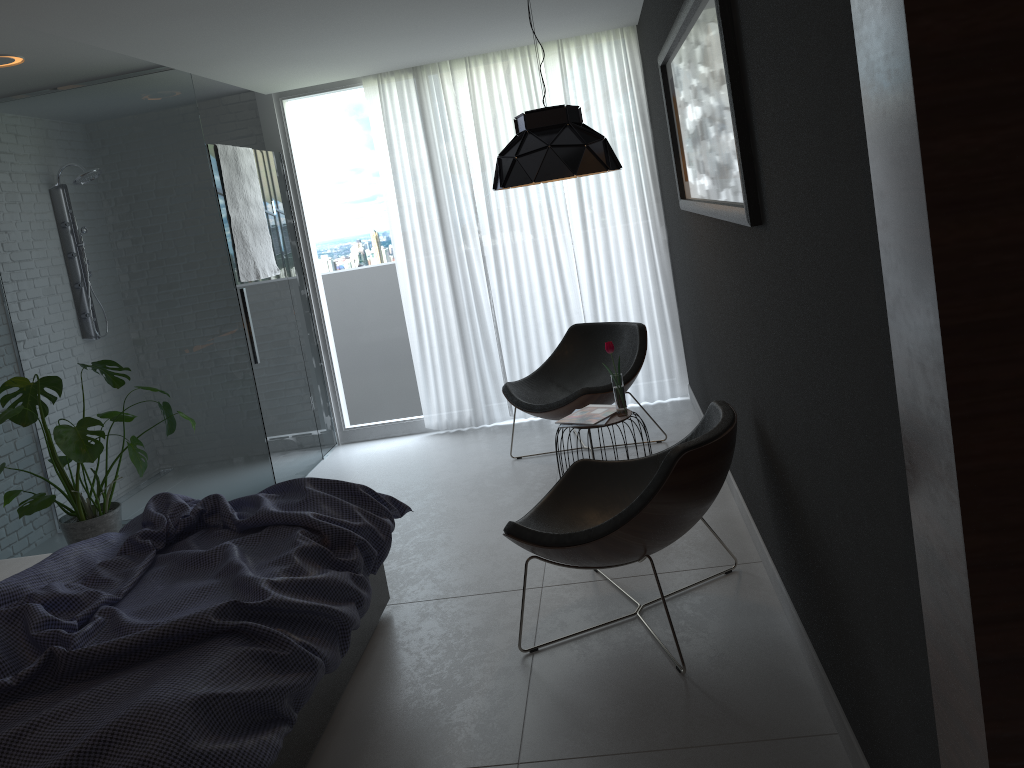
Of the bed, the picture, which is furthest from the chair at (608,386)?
the bed

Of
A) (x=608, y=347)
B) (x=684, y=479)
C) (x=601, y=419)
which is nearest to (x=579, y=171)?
(x=608, y=347)

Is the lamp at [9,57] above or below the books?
above

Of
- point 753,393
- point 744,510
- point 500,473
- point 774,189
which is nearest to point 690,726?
point 753,393

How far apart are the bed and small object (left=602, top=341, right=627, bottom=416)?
1.23m

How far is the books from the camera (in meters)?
4.12

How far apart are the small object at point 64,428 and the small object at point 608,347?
2.4m

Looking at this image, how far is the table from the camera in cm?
409

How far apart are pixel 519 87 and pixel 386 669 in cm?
391

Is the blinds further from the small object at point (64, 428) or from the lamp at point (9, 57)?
the lamp at point (9, 57)
